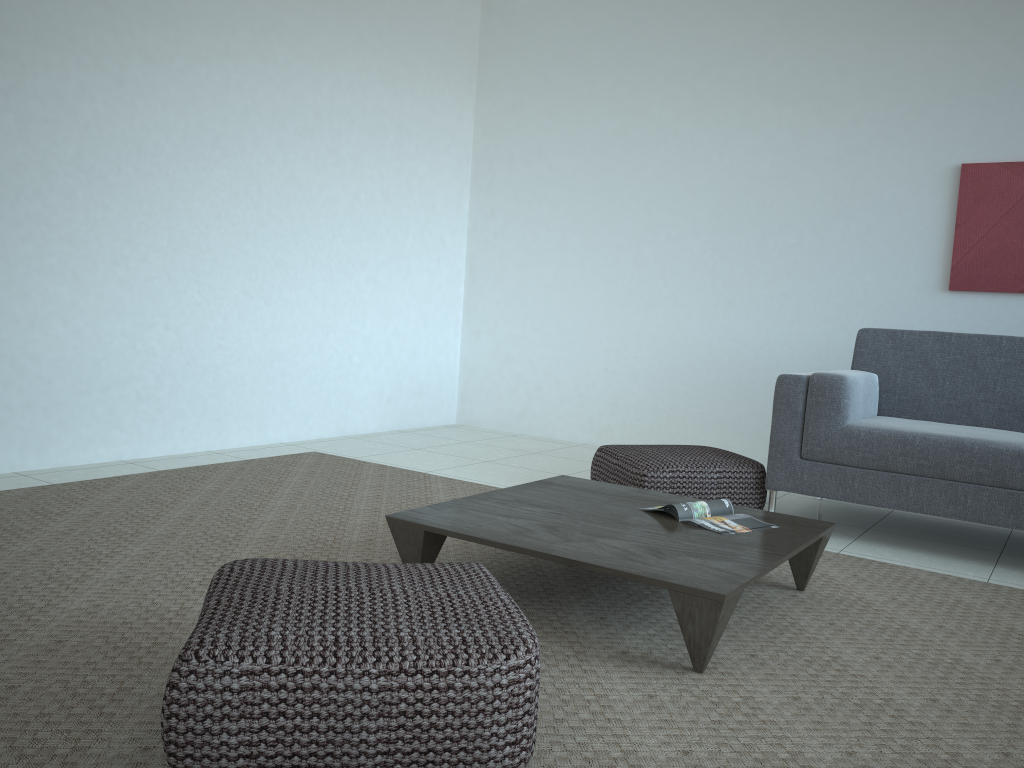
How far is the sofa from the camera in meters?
3.3 m

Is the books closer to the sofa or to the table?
the table

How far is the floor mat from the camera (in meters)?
1.72

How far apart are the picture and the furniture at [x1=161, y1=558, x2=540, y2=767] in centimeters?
363cm

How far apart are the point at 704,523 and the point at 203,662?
1.6m

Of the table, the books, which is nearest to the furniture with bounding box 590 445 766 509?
the table

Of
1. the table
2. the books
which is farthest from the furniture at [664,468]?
the books

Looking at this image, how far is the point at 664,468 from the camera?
3.6m

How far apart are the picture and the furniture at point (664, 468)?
1.7m

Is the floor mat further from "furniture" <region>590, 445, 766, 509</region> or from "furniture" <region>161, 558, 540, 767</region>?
"furniture" <region>590, 445, 766, 509</region>
